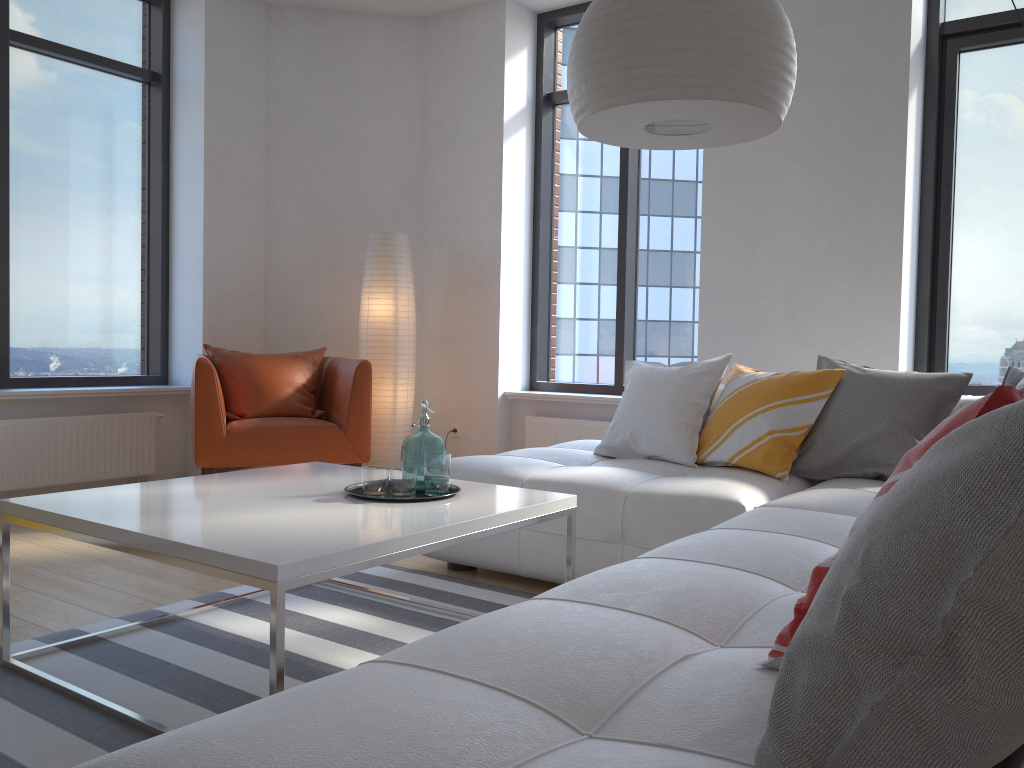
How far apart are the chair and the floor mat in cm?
125

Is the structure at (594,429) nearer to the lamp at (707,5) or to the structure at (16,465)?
the structure at (16,465)

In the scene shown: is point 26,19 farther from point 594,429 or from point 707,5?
point 707,5

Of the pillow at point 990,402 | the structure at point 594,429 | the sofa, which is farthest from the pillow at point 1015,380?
the structure at point 594,429

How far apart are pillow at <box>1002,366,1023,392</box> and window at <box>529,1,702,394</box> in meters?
2.2

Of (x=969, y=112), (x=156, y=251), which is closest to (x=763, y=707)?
(x=969, y=112)

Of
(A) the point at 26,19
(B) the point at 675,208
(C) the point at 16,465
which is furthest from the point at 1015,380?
(A) the point at 26,19

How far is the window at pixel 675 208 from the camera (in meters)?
5.26

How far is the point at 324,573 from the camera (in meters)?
1.77

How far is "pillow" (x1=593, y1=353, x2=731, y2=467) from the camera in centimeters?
345cm
